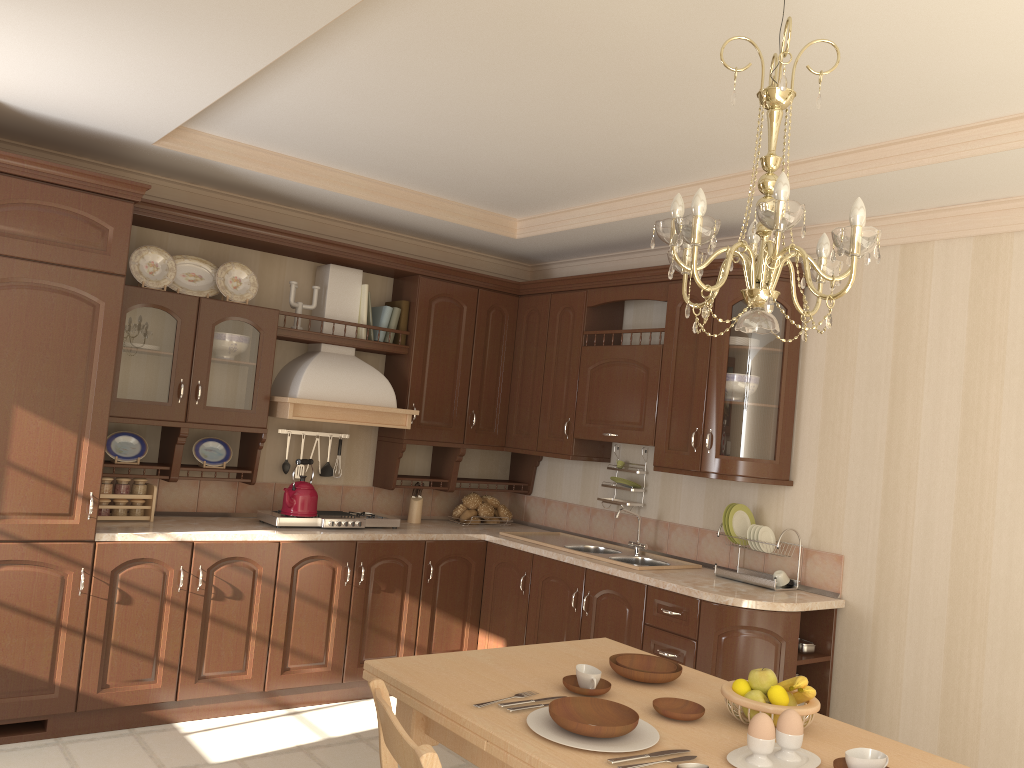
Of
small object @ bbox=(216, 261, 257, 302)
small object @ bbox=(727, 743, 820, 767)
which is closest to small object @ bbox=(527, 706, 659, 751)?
small object @ bbox=(727, 743, 820, 767)

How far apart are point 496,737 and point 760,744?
0.6 meters

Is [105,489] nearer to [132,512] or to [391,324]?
[132,512]

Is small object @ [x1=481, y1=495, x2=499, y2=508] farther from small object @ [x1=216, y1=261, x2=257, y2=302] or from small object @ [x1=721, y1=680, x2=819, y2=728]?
small object @ [x1=721, y1=680, x2=819, y2=728]

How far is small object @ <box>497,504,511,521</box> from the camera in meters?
5.4 m

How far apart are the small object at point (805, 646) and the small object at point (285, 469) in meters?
2.7

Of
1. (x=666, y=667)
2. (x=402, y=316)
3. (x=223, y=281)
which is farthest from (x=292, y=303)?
(x=666, y=667)

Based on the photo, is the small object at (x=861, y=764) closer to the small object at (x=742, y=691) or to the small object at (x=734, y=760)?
the small object at (x=734, y=760)

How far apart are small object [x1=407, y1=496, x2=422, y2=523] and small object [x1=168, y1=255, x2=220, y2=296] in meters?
1.6 m

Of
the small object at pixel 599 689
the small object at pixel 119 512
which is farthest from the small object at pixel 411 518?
the small object at pixel 599 689
